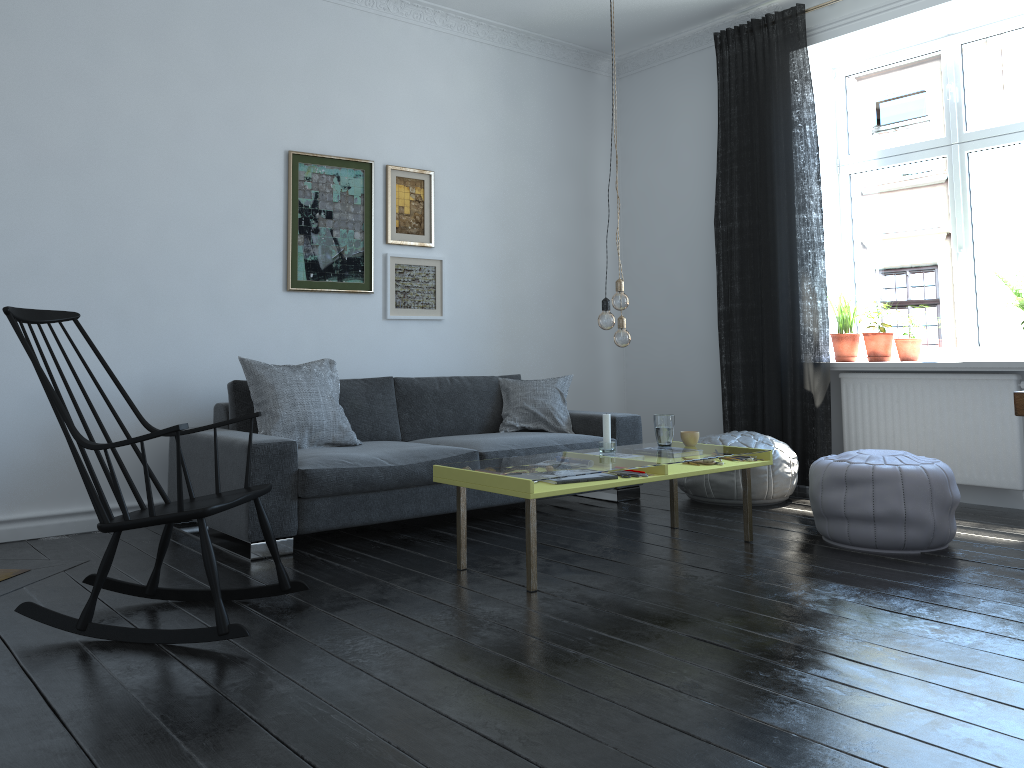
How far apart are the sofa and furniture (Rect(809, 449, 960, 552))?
1.3m

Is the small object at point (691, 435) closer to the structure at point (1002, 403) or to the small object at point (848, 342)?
the structure at point (1002, 403)

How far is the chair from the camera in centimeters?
263cm

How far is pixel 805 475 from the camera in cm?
542

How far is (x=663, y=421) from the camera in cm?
412

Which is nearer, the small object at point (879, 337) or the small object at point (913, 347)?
the small object at point (913, 347)

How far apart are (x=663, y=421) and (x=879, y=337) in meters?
2.0

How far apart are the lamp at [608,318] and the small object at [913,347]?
2.45m

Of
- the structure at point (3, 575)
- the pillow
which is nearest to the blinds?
the pillow

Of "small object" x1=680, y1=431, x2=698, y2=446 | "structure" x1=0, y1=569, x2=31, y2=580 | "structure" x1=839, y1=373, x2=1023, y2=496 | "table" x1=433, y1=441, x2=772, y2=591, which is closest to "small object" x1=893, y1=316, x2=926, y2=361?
"structure" x1=839, y1=373, x2=1023, y2=496
